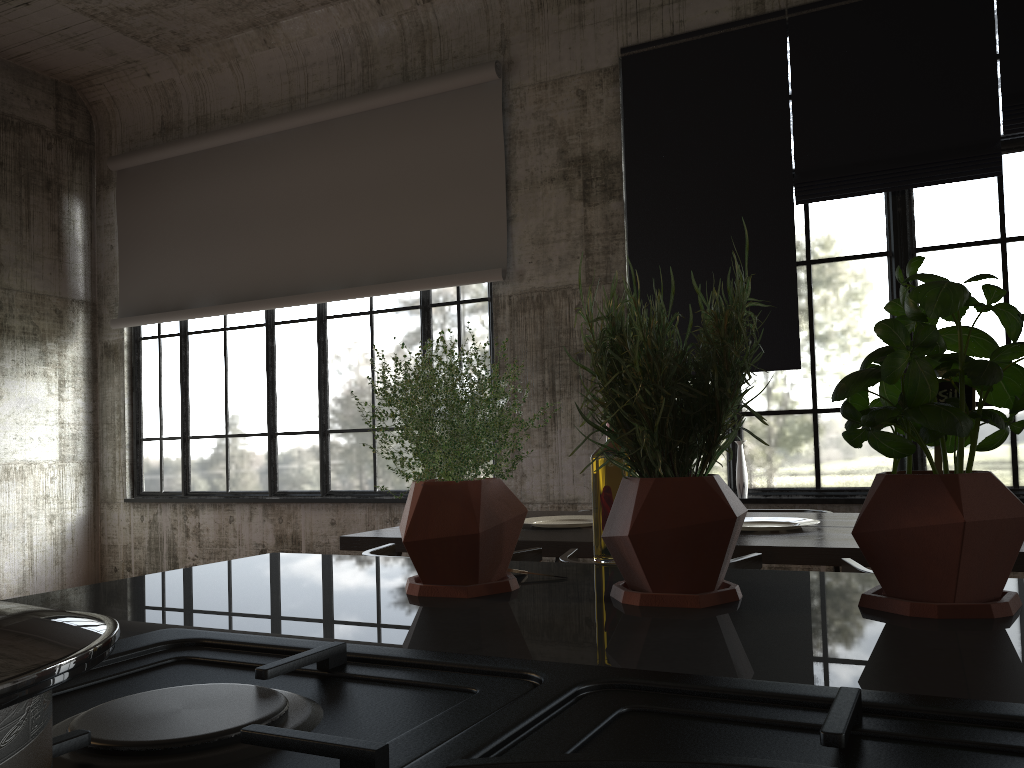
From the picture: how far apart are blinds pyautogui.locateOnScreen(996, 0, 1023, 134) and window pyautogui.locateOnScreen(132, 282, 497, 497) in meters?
3.8 m

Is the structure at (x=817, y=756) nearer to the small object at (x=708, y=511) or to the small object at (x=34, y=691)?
the small object at (x=34, y=691)

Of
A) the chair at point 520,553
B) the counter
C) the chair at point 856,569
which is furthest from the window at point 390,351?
the counter

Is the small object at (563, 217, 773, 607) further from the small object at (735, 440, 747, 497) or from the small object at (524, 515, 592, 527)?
the small object at (735, 440, 747, 497)

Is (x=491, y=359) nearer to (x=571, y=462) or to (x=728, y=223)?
(x=571, y=462)

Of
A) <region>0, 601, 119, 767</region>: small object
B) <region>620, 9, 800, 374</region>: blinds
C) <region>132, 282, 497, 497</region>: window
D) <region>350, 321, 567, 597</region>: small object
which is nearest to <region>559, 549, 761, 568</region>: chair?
<region>350, 321, 567, 597</region>: small object

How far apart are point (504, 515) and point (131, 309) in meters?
9.0

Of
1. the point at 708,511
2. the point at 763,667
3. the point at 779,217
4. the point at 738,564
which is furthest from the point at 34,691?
the point at 779,217

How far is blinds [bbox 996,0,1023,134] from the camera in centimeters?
557cm

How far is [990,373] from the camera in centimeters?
72cm
